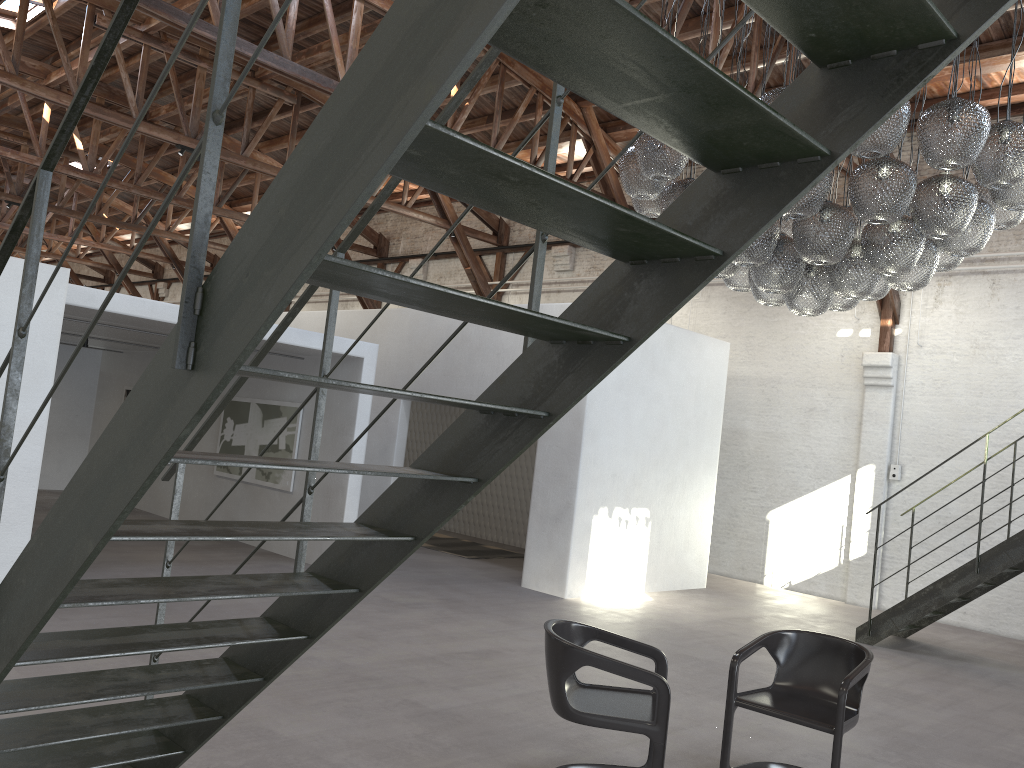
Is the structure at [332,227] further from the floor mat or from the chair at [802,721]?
the floor mat

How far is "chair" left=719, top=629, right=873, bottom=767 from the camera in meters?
4.3

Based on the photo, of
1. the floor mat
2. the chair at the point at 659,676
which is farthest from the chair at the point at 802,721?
the floor mat

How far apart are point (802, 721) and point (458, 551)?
8.3m

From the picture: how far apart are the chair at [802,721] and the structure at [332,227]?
2.58m

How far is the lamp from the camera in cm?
467

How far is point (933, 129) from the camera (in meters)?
4.67

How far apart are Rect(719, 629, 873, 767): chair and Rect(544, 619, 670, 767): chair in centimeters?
38cm

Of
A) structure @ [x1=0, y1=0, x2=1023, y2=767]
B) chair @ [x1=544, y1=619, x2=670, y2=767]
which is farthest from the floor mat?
chair @ [x1=544, y1=619, x2=670, y2=767]

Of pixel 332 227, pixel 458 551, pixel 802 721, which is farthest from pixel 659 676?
pixel 458 551
